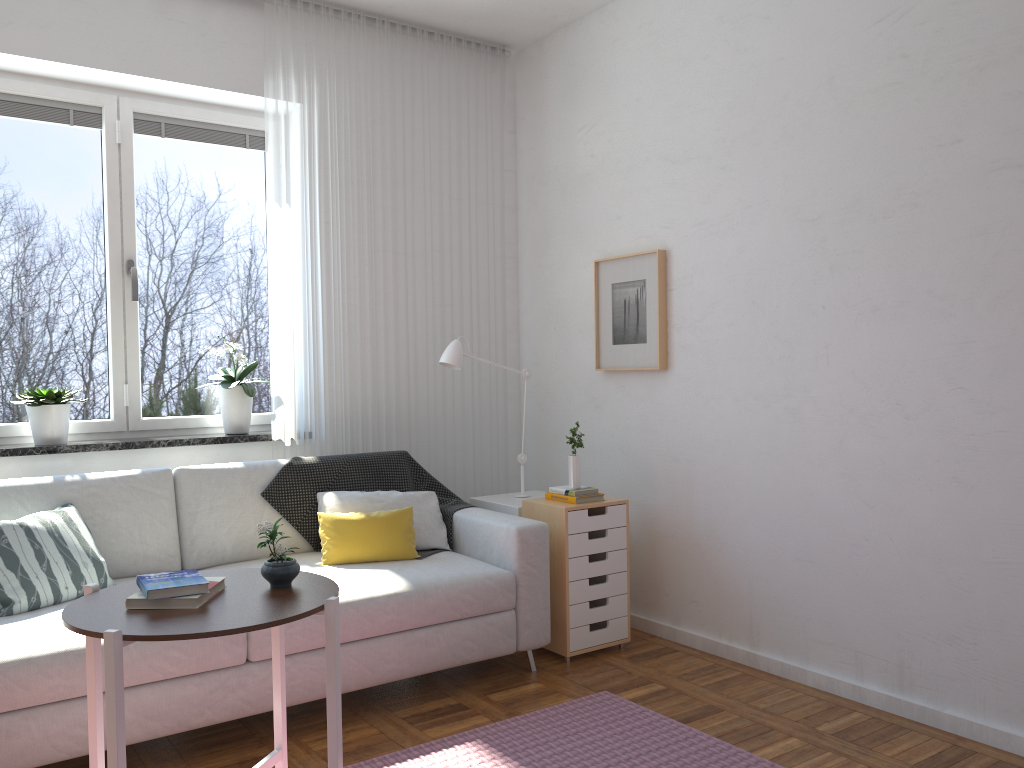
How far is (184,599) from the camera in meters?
2.0 m

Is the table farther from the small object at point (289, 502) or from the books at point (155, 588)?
the small object at point (289, 502)

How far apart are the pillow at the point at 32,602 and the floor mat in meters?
1.1 m

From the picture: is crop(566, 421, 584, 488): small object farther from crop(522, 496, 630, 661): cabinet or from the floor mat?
the floor mat

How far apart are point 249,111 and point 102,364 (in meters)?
1.36

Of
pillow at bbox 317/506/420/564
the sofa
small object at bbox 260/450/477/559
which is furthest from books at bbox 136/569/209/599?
small object at bbox 260/450/477/559

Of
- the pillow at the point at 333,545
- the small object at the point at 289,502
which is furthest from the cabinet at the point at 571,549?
the pillow at the point at 333,545

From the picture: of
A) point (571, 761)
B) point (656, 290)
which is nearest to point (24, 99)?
point (656, 290)

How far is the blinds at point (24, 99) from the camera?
3.65m

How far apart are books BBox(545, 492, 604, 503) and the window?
1.4m
